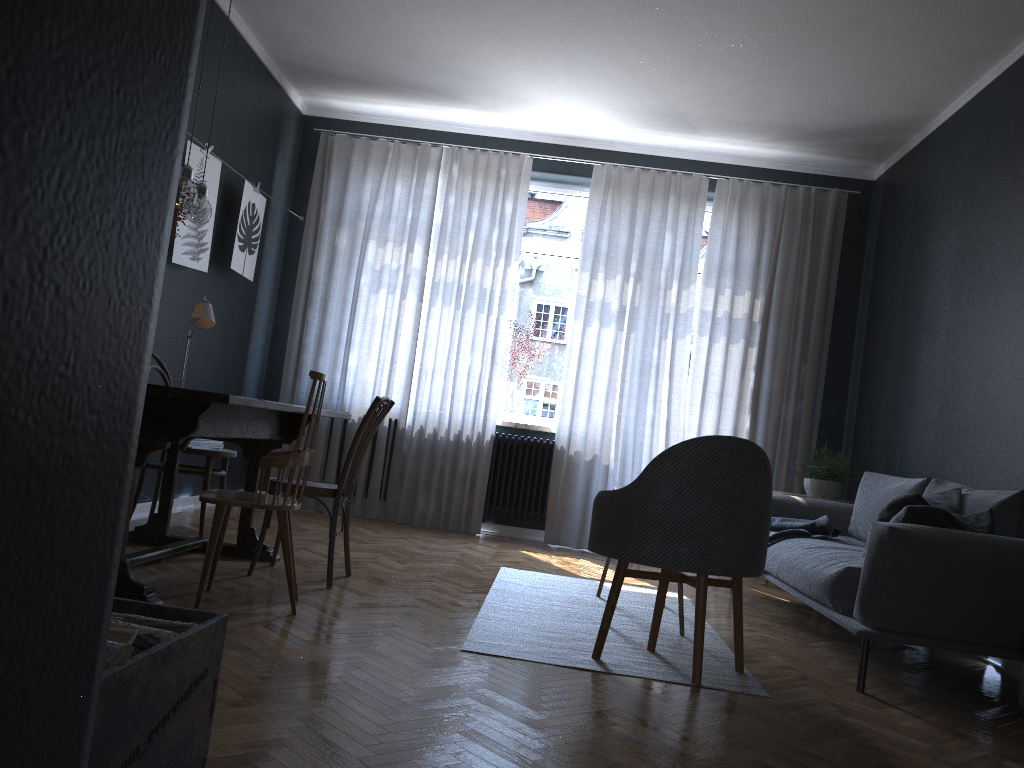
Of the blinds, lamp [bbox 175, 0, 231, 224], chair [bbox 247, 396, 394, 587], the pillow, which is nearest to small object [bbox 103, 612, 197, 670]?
chair [bbox 247, 396, 394, 587]

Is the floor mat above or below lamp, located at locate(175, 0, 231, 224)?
below

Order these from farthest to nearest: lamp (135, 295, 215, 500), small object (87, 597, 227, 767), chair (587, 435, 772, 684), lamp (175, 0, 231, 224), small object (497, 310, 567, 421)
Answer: small object (497, 310, 567, 421) < lamp (135, 295, 215, 500) < lamp (175, 0, 231, 224) < chair (587, 435, 772, 684) < small object (87, 597, 227, 767)

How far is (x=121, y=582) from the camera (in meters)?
2.87

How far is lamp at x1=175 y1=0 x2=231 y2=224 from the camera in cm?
345

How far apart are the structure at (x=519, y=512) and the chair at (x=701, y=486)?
3.1m

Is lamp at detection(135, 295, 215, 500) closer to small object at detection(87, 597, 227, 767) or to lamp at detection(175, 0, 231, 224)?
lamp at detection(175, 0, 231, 224)

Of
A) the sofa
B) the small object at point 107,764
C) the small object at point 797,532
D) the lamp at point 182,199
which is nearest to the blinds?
the sofa

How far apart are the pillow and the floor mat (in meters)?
0.79

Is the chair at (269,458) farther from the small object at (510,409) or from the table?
the small object at (510,409)
